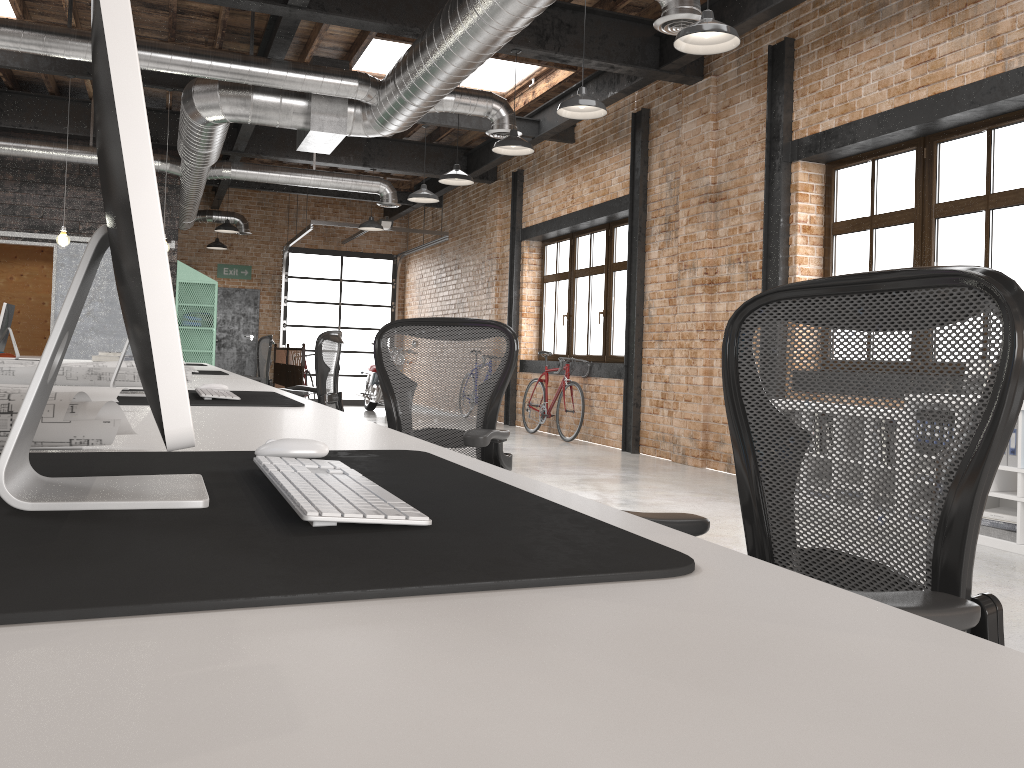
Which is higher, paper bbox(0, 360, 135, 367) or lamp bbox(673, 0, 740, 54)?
lamp bbox(673, 0, 740, 54)

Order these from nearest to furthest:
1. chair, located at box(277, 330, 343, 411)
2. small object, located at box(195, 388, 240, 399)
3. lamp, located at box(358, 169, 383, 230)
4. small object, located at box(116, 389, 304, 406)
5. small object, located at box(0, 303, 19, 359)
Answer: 1. small object, located at box(116, 389, 304, 406)
2. small object, located at box(195, 388, 240, 399)
3. chair, located at box(277, 330, 343, 411)
4. small object, located at box(0, 303, 19, 359)
5. lamp, located at box(358, 169, 383, 230)

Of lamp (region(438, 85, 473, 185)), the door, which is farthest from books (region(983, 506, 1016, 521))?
the door

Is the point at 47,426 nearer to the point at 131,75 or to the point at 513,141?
the point at 131,75

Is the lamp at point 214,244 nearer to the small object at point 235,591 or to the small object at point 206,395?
the small object at point 206,395

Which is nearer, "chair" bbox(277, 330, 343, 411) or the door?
"chair" bbox(277, 330, 343, 411)

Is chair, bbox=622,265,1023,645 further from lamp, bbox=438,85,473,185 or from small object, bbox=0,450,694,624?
lamp, bbox=438,85,473,185

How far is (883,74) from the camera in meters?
6.1 m

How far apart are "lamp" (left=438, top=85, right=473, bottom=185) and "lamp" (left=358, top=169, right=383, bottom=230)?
3.5m

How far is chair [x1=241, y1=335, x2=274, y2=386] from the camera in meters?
8.4
